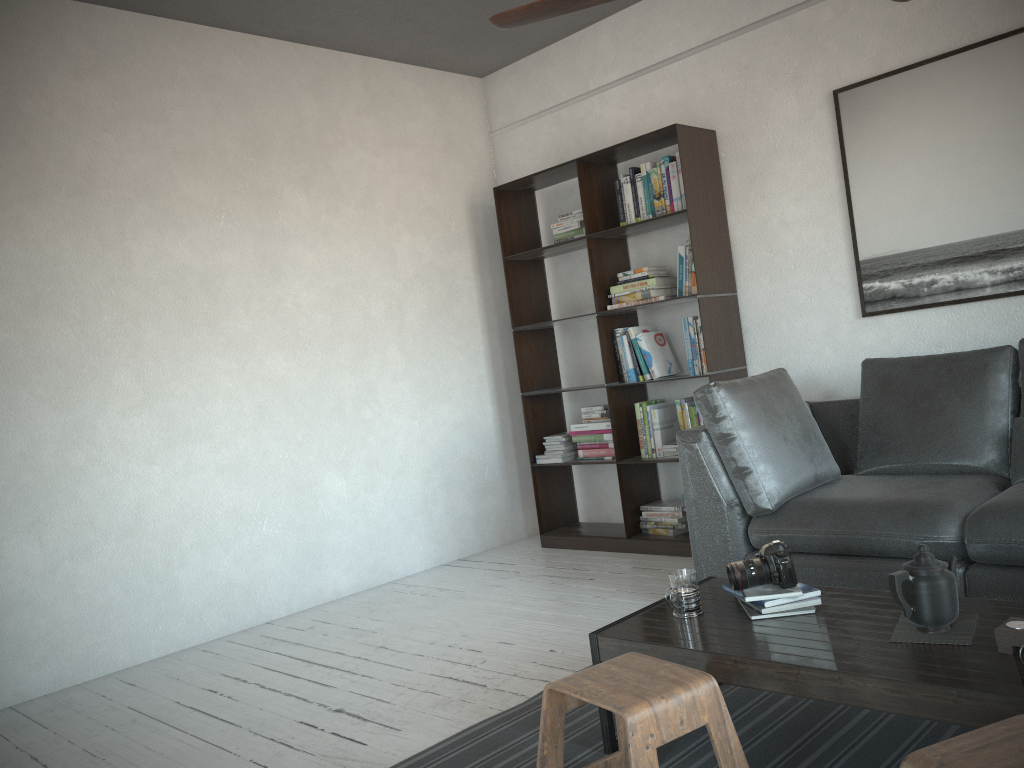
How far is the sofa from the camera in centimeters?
283cm

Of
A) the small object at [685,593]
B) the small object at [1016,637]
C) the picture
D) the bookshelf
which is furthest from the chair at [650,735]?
the picture

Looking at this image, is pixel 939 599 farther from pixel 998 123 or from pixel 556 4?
pixel 998 123

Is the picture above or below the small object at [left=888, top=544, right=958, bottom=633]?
above

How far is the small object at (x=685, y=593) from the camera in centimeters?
235cm

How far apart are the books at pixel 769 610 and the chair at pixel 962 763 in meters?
0.8

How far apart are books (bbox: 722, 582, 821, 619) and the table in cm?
2

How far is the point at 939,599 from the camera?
1.96m

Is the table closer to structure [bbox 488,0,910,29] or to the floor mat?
the floor mat

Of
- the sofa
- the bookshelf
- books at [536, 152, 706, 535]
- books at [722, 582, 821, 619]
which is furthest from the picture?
books at [722, 582, 821, 619]
